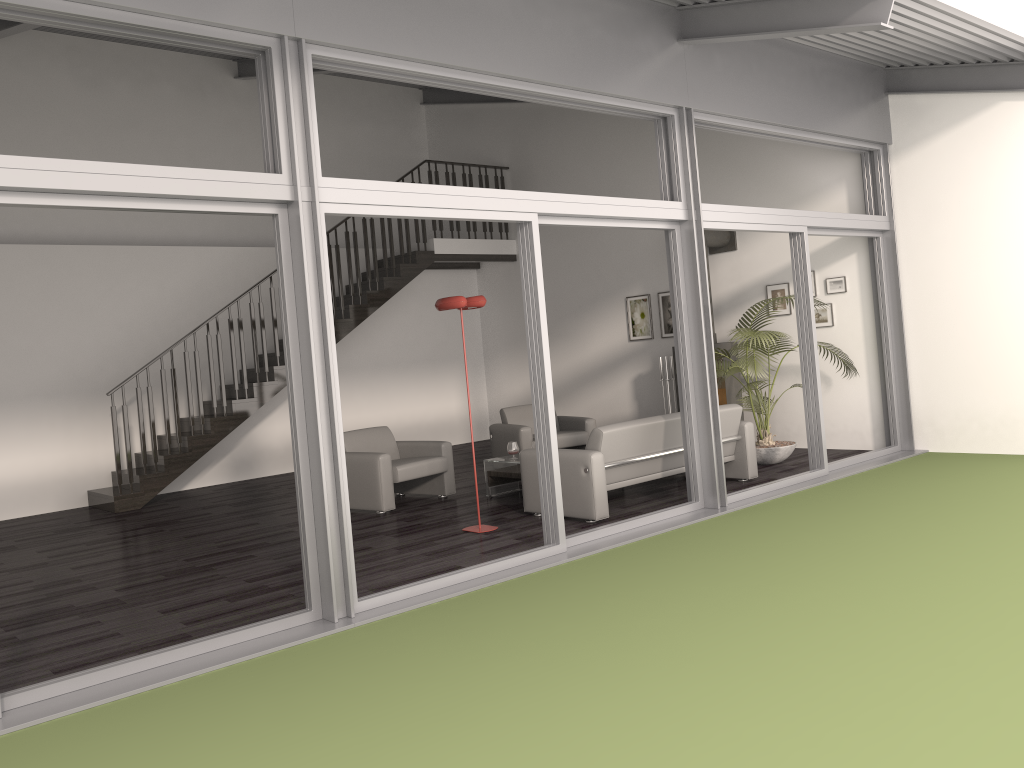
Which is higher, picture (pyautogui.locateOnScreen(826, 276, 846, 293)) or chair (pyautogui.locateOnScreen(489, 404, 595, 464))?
picture (pyautogui.locateOnScreen(826, 276, 846, 293))

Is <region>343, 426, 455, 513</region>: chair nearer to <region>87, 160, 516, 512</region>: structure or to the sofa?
the sofa

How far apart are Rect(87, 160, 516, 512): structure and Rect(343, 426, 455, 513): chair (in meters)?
2.42

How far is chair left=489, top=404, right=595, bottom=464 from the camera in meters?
9.4

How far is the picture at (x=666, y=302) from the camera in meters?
11.1 m

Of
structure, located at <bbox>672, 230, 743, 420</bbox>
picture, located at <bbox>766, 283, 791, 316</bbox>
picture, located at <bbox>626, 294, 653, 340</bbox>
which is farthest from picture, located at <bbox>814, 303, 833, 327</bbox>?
picture, located at <bbox>626, 294, 653, 340</bbox>

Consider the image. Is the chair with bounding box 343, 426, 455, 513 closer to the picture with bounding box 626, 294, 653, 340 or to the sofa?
the sofa

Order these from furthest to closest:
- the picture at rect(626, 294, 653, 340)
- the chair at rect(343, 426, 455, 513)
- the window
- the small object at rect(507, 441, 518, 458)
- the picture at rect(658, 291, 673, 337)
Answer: the picture at rect(626, 294, 653, 340) → the picture at rect(658, 291, 673, 337) → the small object at rect(507, 441, 518, 458) → the chair at rect(343, 426, 455, 513) → the window

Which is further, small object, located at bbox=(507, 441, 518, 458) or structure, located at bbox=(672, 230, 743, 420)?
structure, located at bbox=(672, 230, 743, 420)

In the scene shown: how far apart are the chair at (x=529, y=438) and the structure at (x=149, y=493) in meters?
2.5 m
